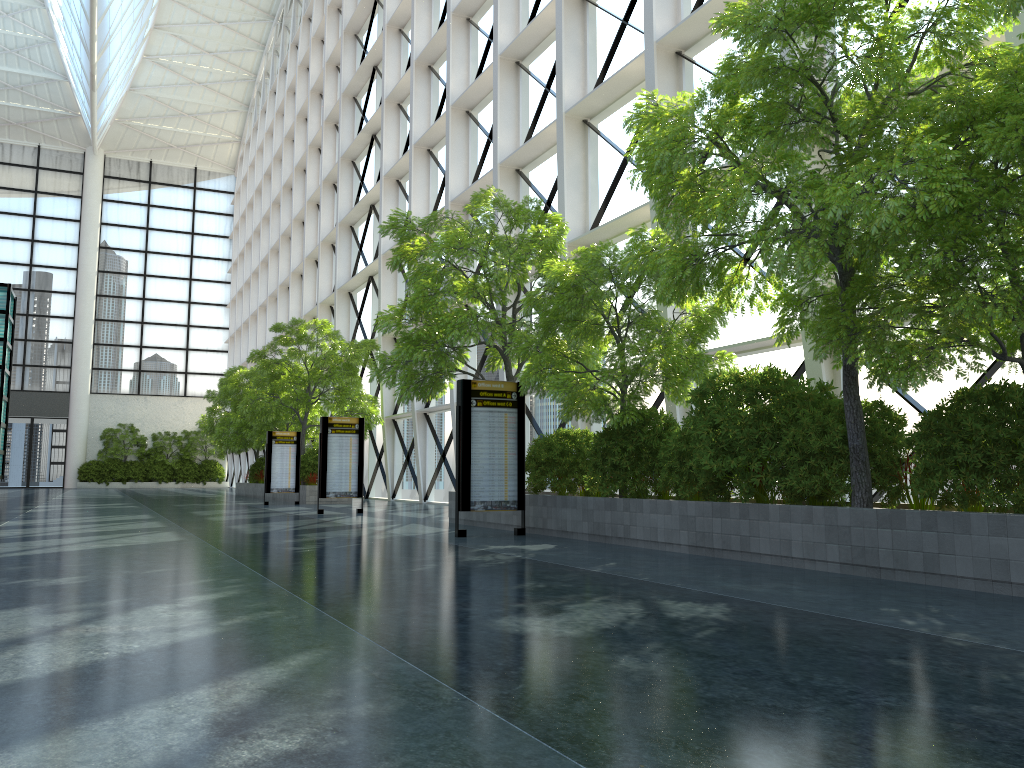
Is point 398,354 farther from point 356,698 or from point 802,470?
point 356,698
